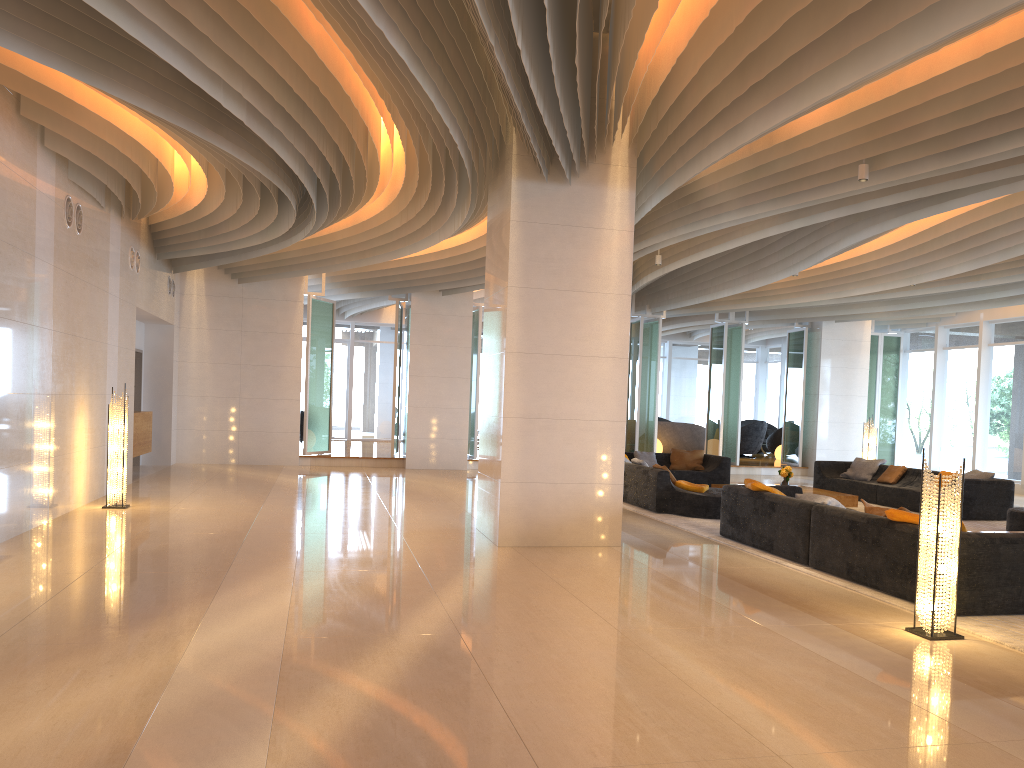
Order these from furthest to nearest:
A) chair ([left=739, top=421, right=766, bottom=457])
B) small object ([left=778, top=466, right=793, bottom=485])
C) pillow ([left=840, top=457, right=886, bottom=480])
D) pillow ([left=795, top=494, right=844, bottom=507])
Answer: Result: chair ([left=739, top=421, right=766, bottom=457]) < pillow ([left=840, top=457, right=886, bottom=480]) < small object ([left=778, top=466, right=793, bottom=485]) < pillow ([left=795, top=494, right=844, bottom=507])

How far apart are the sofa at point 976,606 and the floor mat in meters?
0.0 m

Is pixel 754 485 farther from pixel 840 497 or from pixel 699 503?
pixel 840 497

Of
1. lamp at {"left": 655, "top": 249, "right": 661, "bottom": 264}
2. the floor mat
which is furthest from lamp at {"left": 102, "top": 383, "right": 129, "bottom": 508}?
lamp at {"left": 655, "top": 249, "right": 661, "bottom": 264}

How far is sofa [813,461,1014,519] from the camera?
12.2 meters

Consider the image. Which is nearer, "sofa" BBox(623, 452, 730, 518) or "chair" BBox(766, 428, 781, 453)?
"sofa" BBox(623, 452, 730, 518)

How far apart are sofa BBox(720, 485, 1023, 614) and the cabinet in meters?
A: 8.9

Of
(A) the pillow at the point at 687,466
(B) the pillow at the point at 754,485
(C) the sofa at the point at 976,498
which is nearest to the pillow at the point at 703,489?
(B) the pillow at the point at 754,485

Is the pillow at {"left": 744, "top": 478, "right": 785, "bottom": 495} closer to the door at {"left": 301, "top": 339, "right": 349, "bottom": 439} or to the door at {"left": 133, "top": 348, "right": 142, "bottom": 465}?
the door at {"left": 133, "top": 348, "right": 142, "bottom": 465}

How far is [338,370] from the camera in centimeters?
2491cm
